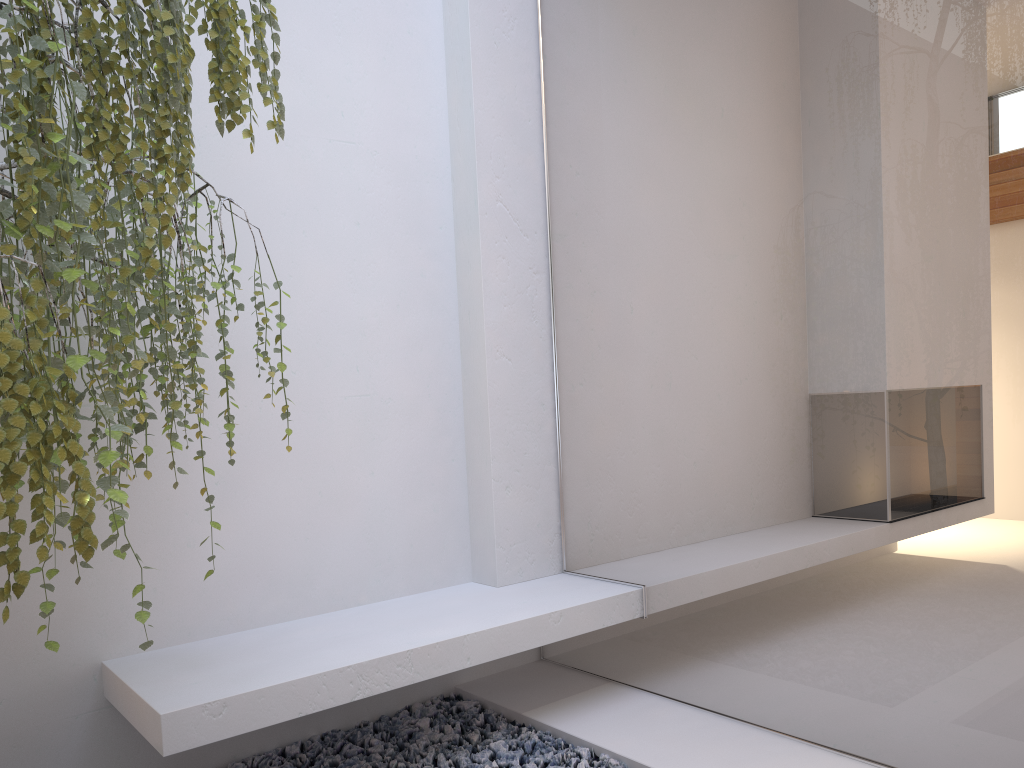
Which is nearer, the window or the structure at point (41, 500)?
the structure at point (41, 500)

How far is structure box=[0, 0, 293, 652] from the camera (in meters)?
1.45

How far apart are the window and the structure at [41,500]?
1.17m

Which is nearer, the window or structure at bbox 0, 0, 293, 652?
structure at bbox 0, 0, 293, 652

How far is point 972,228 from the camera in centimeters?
191cm

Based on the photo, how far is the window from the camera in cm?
191

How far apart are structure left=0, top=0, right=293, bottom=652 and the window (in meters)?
1.17

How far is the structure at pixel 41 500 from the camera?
1.45m
